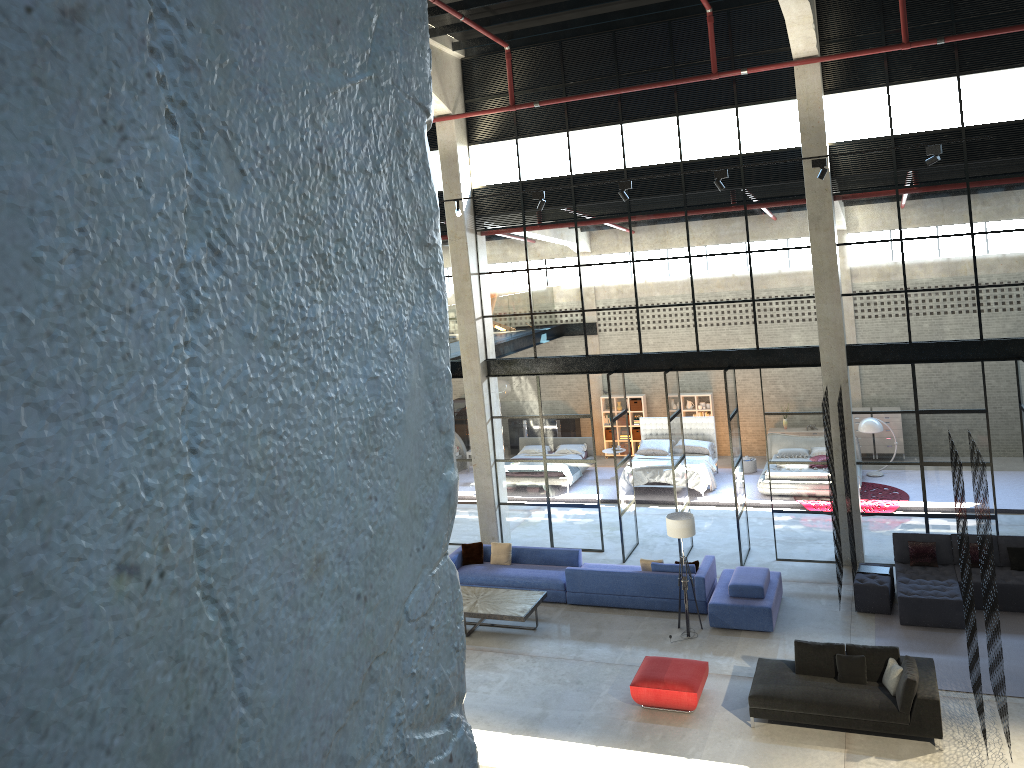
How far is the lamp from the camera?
13.47m

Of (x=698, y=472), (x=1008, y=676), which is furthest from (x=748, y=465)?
(x=1008, y=676)

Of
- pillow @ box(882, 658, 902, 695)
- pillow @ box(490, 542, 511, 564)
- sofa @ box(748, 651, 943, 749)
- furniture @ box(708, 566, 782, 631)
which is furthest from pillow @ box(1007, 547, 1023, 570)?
pillow @ box(490, 542, 511, 564)

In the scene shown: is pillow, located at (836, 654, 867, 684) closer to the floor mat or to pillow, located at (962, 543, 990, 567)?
the floor mat

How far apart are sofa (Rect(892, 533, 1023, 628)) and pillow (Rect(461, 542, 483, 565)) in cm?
722

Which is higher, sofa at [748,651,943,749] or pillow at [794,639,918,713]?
pillow at [794,639,918,713]

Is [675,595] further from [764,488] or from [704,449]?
[704,449]

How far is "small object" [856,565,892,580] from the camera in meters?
14.2 m

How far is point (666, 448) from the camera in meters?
22.1 m

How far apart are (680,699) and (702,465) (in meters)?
9.85
